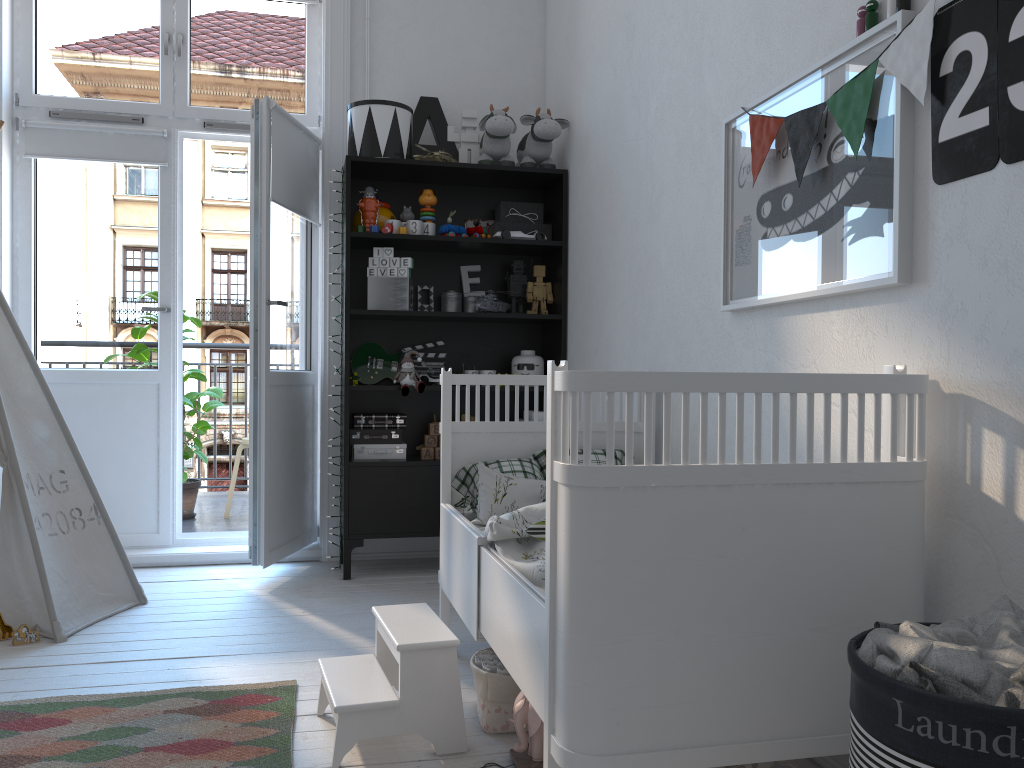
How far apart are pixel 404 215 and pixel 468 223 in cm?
32

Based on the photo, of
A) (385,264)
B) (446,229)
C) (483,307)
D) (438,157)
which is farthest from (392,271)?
(438,157)

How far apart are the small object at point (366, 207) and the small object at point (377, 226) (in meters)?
0.04

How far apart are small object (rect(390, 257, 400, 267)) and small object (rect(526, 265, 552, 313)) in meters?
0.6

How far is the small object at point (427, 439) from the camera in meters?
3.7 m

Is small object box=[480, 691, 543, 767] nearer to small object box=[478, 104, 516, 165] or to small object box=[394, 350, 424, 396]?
small object box=[394, 350, 424, 396]

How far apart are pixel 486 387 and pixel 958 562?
1.51m

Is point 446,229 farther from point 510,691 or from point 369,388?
point 510,691

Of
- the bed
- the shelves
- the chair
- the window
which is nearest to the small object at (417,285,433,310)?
the shelves

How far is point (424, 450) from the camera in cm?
365
